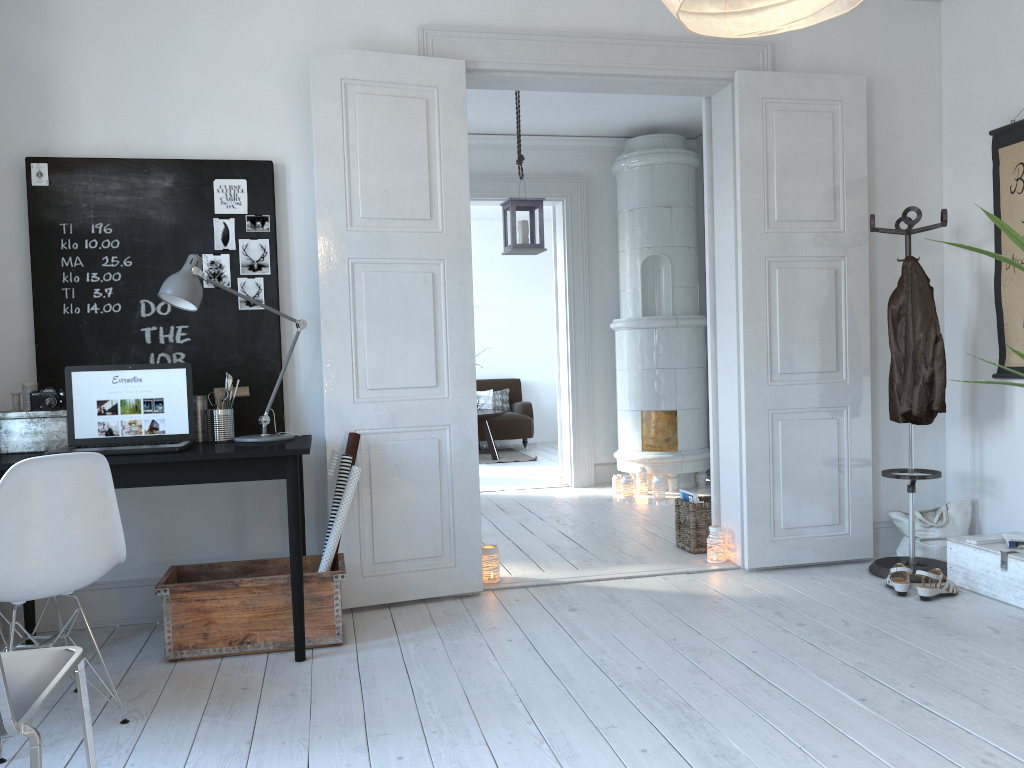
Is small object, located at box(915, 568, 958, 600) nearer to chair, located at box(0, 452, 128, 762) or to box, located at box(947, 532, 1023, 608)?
box, located at box(947, 532, 1023, 608)

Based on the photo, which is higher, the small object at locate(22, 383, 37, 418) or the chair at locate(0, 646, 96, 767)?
the small object at locate(22, 383, 37, 418)

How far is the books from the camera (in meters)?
4.65

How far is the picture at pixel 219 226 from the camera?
3.68m

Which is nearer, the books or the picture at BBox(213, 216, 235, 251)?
the picture at BBox(213, 216, 235, 251)

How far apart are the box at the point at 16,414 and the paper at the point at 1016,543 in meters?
3.7 m

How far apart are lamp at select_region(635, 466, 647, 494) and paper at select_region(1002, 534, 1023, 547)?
3.1 meters

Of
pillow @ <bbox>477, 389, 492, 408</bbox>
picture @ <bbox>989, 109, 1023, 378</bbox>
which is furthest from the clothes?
pillow @ <bbox>477, 389, 492, 408</bbox>

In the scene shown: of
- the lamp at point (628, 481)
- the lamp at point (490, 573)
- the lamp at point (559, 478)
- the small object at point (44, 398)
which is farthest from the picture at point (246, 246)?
the lamp at point (559, 478)

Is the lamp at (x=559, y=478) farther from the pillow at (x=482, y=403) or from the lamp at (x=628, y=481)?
the pillow at (x=482, y=403)
